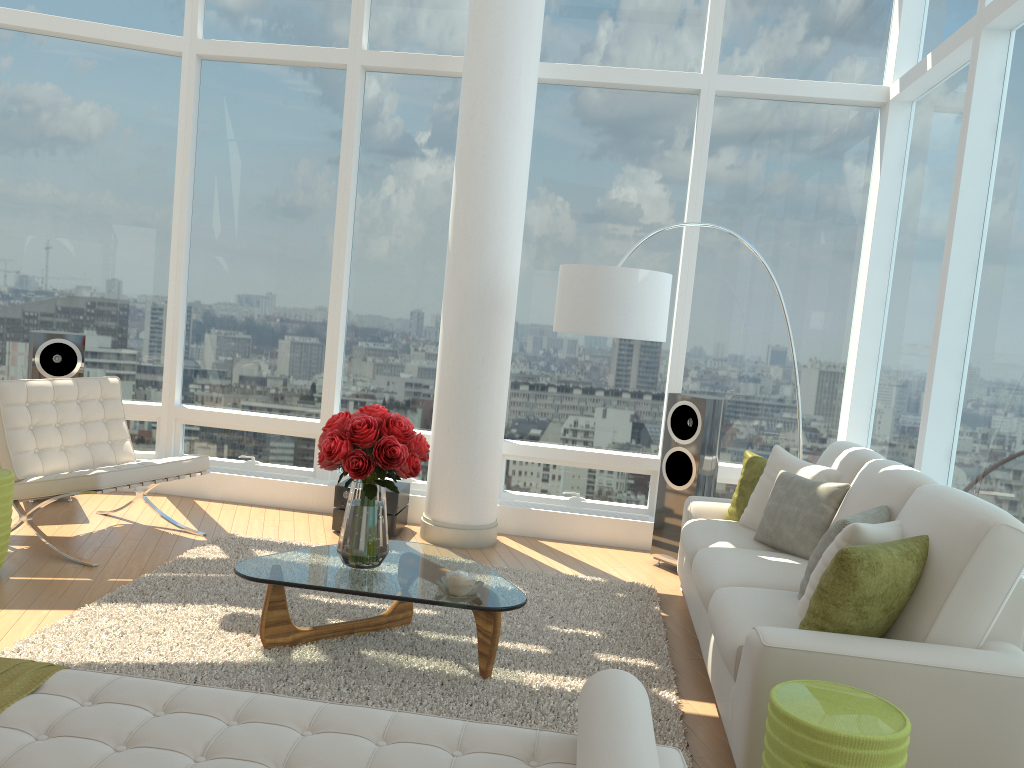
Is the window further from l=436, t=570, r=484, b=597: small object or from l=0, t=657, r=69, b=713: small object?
l=0, t=657, r=69, b=713: small object

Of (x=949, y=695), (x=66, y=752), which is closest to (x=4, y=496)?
(x=66, y=752)

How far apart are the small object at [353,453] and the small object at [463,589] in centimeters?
33cm

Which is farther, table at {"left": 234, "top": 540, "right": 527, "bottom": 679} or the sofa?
table at {"left": 234, "top": 540, "right": 527, "bottom": 679}

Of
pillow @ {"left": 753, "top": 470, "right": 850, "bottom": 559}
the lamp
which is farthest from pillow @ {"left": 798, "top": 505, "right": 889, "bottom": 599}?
the lamp

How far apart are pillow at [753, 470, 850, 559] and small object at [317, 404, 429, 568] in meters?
1.8 m

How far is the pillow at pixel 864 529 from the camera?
3.20m

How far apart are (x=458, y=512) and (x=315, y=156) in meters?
2.9

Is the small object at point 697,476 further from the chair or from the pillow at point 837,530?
the chair

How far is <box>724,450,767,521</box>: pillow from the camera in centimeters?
504cm
